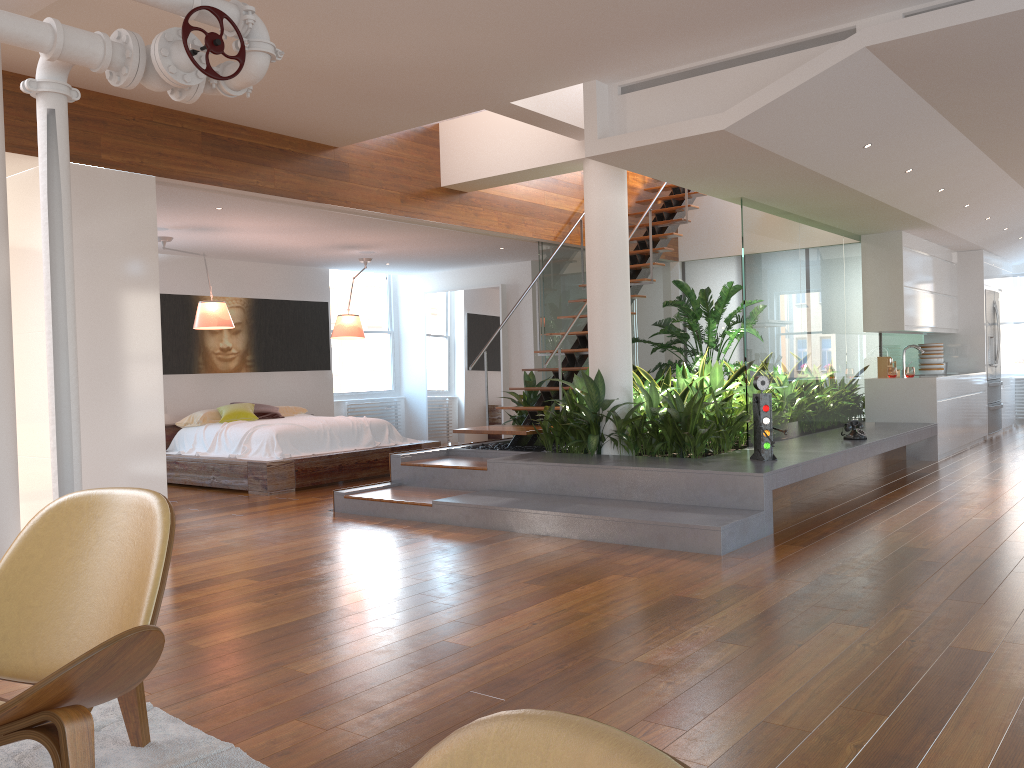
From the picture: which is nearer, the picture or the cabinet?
the cabinet

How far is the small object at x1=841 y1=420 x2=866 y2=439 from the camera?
7.1 meters

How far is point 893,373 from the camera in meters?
9.0

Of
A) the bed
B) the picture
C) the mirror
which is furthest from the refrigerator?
the picture

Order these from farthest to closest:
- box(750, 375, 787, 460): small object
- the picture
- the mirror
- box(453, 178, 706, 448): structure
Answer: the mirror < the picture < box(453, 178, 706, 448): structure < box(750, 375, 787, 460): small object

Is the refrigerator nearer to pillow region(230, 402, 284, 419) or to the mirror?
the mirror

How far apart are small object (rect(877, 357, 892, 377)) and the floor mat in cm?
833

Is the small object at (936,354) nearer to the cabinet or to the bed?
the cabinet

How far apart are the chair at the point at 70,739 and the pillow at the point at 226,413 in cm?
664

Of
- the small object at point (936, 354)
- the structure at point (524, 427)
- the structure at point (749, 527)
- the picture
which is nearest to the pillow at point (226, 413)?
the picture
